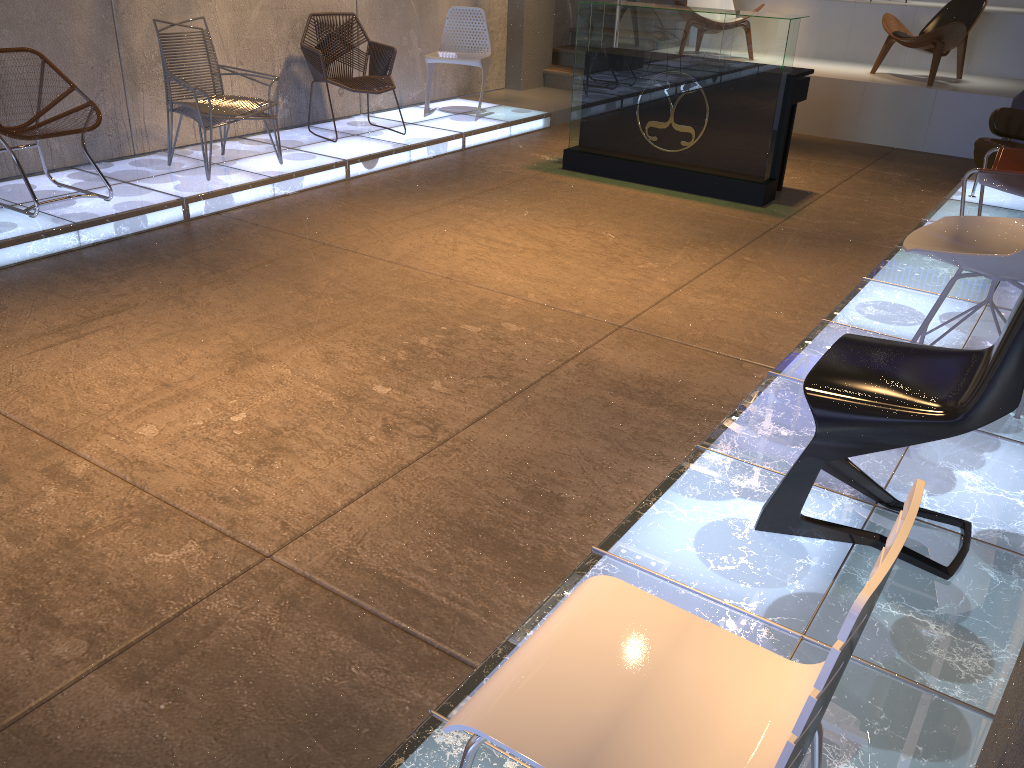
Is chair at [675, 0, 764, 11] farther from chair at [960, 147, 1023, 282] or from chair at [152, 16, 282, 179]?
chair at [152, 16, 282, 179]

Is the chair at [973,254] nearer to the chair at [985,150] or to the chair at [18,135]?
the chair at [985,150]

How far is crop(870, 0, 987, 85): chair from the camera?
7.94m

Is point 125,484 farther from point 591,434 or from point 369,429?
point 591,434

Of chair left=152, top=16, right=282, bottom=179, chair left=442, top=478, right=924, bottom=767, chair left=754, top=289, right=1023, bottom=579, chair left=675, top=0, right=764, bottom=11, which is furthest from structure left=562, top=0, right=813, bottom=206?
chair left=442, top=478, right=924, bottom=767

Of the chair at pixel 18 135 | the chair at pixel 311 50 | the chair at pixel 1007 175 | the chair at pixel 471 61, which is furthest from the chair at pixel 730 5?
the chair at pixel 18 135

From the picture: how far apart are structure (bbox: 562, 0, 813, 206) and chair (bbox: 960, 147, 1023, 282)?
1.5 meters

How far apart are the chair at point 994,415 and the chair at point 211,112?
4.38m

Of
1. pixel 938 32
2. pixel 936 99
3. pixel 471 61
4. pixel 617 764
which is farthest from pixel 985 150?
pixel 617 764

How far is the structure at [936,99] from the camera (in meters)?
7.94
